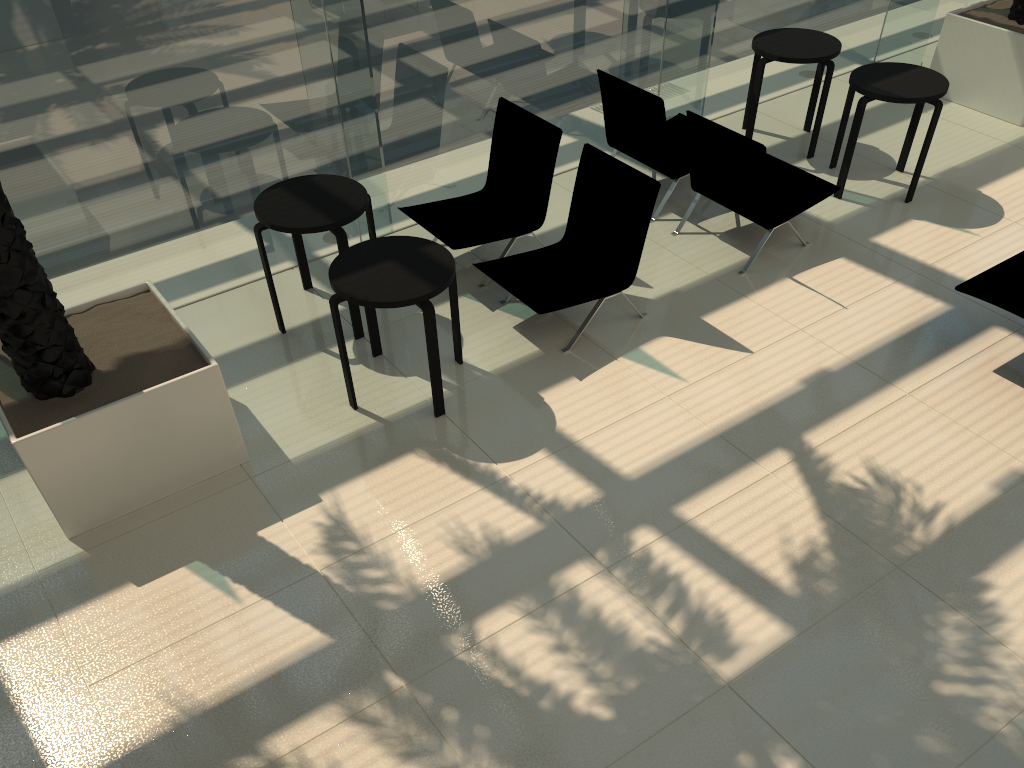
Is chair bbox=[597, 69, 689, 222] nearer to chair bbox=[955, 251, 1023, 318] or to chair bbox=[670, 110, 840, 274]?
chair bbox=[670, 110, 840, 274]

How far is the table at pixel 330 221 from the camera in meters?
5.3 m

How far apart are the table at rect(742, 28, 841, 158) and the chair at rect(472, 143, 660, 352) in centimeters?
236cm

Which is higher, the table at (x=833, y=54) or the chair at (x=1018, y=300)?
the table at (x=833, y=54)

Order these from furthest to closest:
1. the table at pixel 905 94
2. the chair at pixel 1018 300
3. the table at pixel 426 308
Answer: the table at pixel 905 94 < the chair at pixel 1018 300 < the table at pixel 426 308

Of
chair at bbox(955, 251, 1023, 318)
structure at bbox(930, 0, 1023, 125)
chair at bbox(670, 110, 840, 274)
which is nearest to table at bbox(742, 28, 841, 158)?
chair at bbox(670, 110, 840, 274)

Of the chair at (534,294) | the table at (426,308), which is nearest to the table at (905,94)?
the chair at (534,294)

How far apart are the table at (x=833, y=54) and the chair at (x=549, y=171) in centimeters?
231cm

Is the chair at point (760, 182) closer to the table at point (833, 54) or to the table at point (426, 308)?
the table at point (833, 54)

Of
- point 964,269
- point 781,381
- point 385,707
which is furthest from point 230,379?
point 964,269
